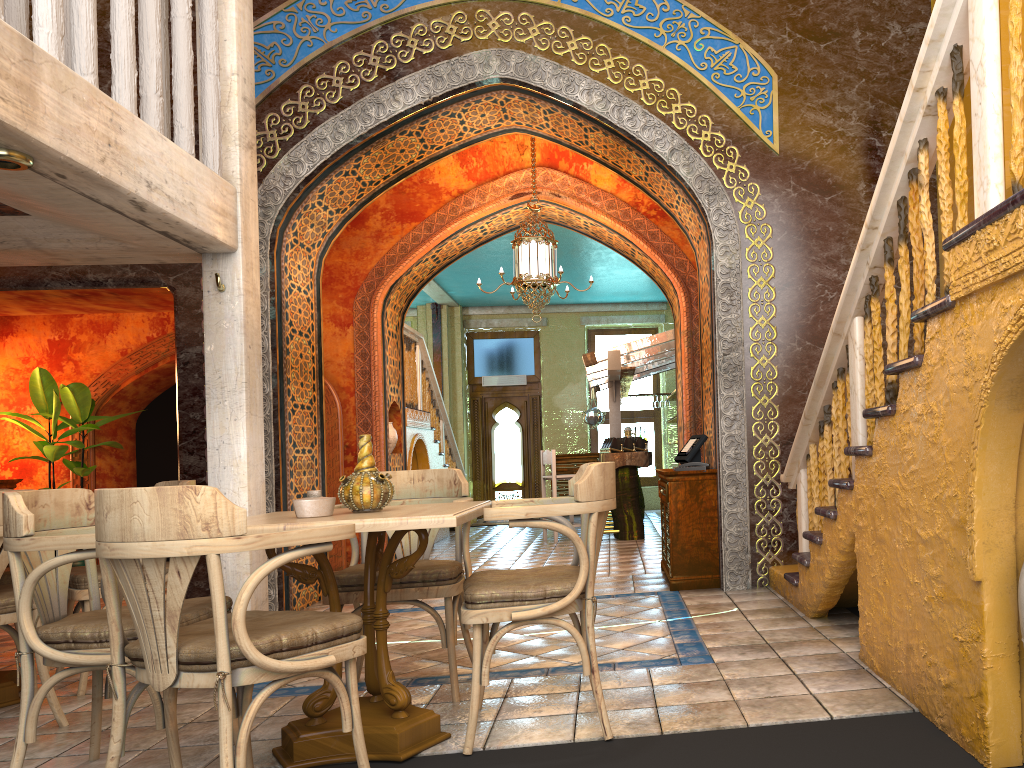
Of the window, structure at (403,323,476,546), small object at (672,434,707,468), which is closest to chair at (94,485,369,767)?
small object at (672,434,707,468)

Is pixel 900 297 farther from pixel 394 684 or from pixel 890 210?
pixel 394 684

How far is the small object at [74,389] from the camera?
10.1m

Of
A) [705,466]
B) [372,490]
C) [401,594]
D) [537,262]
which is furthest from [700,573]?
[372,490]

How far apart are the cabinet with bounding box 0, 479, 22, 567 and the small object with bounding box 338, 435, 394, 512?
8.2 meters

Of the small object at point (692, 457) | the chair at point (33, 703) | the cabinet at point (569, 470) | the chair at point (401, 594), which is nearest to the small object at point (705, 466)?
the small object at point (692, 457)

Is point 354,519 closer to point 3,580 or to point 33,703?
point 33,703

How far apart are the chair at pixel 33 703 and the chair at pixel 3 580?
2.3 meters

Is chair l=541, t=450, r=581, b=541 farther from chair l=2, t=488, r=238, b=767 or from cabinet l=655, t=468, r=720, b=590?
chair l=2, t=488, r=238, b=767

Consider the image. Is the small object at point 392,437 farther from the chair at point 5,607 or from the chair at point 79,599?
the chair at point 5,607
